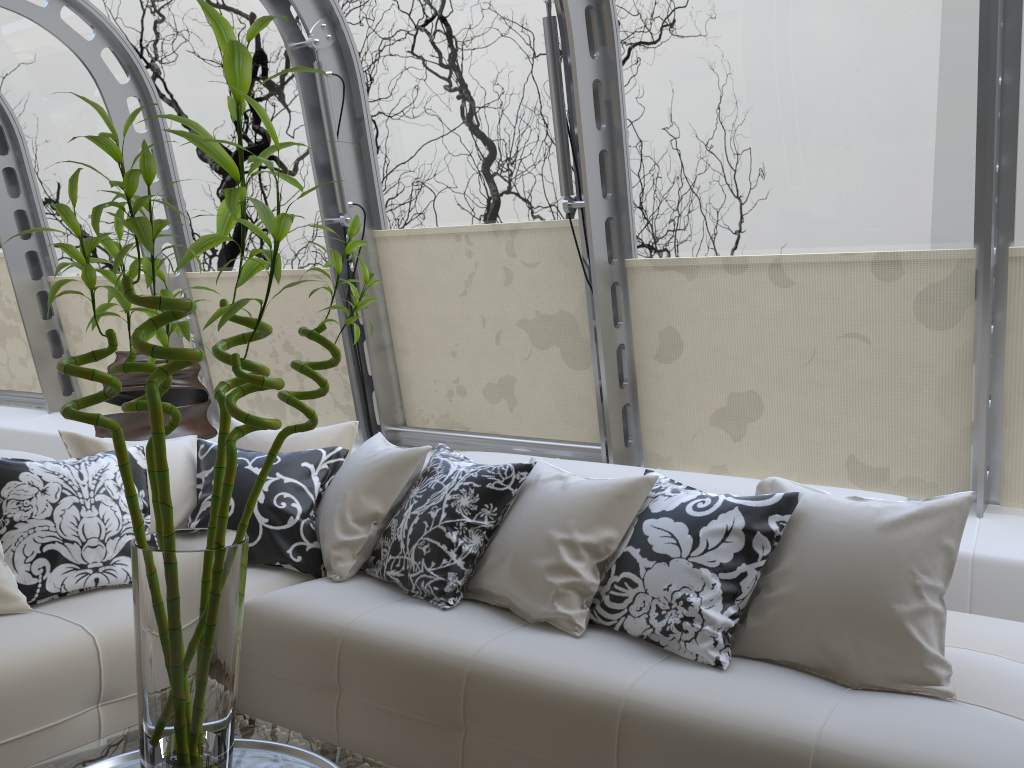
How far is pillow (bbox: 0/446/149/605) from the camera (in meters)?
2.72

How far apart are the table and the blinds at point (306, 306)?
3.3m

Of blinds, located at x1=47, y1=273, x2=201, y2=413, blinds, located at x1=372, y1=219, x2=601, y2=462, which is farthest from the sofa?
blinds, located at x1=47, y1=273, x2=201, y2=413

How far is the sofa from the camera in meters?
2.0 m

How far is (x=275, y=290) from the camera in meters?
5.3 m

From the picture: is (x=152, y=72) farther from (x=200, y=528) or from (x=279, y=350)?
(x=200, y=528)

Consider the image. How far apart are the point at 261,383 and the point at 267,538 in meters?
1.8

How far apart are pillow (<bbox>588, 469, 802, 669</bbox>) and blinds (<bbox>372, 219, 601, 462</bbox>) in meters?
1.5 m

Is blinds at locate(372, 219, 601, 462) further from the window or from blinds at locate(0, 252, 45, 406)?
blinds at locate(0, 252, 45, 406)

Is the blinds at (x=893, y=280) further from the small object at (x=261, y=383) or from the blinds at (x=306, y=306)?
the small object at (x=261, y=383)
